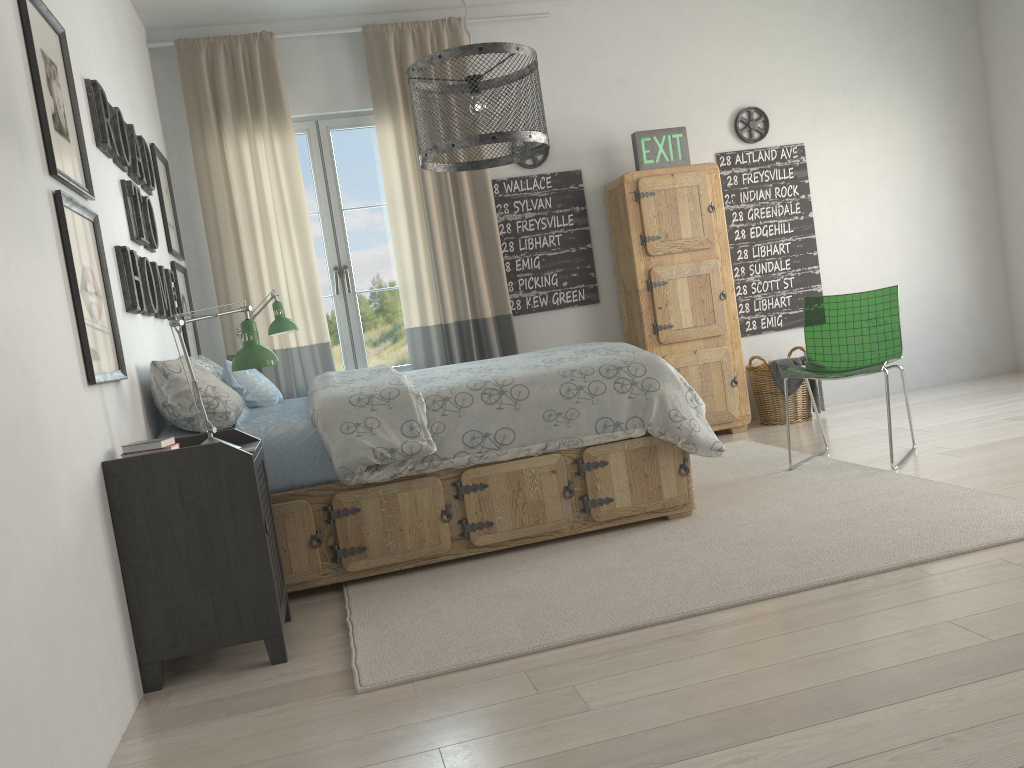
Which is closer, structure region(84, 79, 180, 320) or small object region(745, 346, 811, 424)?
structure region(84, 79, 180, 320)

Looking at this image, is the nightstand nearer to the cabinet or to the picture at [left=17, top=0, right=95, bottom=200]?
the picture at [left=17, top=0, right=95, bottom=200]

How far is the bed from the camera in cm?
305

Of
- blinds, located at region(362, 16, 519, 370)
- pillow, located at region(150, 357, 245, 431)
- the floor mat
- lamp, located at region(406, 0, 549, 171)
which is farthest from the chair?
pillow, located at region(150, 357, 245, 431)

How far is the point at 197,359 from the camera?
3.67m

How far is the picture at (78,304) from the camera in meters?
2.3 m

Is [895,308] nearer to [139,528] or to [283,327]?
[283,327]

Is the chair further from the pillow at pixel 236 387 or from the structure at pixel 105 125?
the structure at pixel 105 125

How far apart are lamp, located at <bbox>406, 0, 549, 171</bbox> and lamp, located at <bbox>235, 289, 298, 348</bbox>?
1.8m

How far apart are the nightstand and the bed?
0.20m
